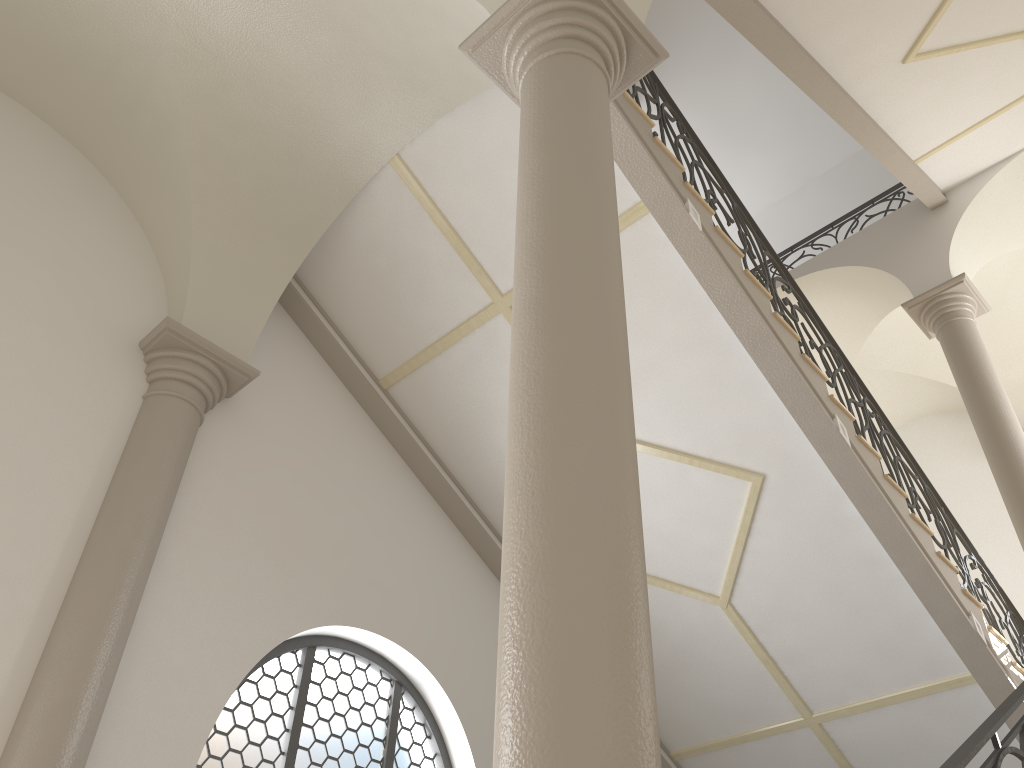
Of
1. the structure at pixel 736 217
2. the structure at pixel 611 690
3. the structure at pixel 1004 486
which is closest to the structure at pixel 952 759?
→ the structure at pixel 611 690

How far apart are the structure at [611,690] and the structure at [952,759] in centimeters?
123cm

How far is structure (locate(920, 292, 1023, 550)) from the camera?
8.0m

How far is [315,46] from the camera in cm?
545

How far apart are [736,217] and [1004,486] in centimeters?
384cm

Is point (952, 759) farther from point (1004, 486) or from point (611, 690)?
point (1004, 486)

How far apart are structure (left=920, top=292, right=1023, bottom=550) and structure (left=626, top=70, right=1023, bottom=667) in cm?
69

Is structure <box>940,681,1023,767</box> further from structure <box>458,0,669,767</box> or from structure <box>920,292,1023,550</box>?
structure <box>920,292,1023,550</box>

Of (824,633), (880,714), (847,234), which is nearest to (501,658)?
(824,633)

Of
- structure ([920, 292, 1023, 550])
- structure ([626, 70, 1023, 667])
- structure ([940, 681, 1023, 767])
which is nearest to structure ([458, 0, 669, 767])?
structure ([940, 681, 1023, 767])
